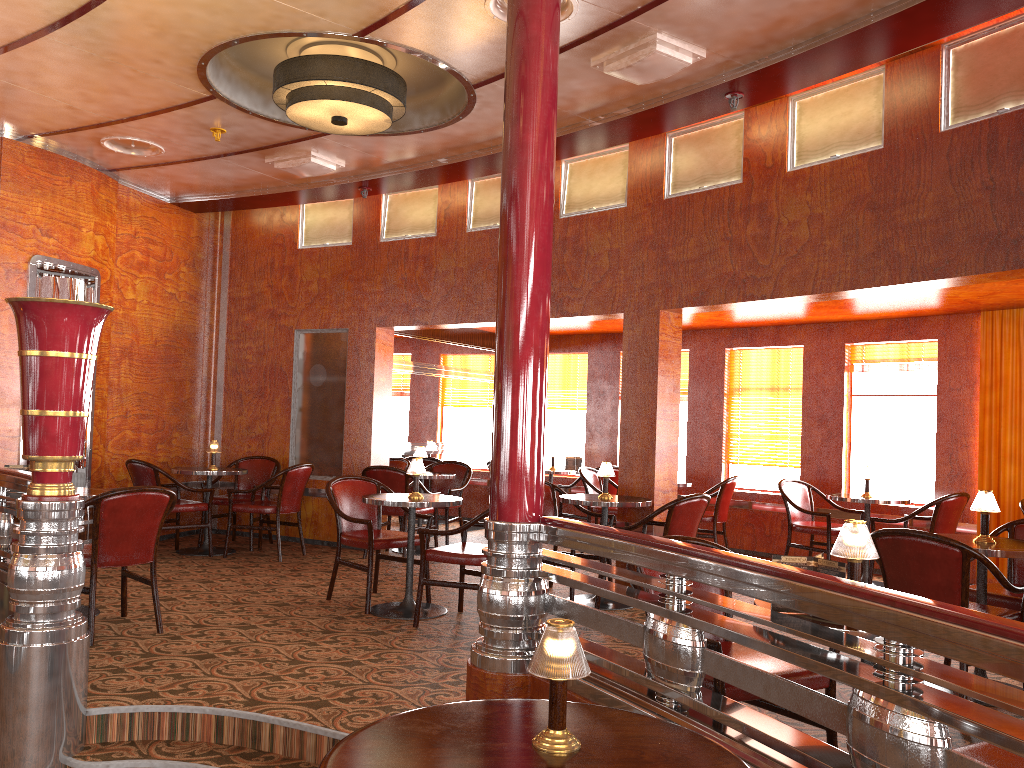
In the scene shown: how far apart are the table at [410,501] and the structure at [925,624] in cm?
208

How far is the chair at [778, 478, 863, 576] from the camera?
7.3 meters

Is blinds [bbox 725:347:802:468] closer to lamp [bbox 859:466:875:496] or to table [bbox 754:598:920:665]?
lamp [bbox 859:466:875:496]

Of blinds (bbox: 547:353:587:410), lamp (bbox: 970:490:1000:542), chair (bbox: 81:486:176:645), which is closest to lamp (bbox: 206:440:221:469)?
chair (bbox: 81:486:176:645)

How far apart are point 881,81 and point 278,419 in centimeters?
604cm

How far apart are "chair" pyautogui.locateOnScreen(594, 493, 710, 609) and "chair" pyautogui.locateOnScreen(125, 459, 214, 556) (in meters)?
3.72

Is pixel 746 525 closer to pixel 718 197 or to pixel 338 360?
pixel 718 197

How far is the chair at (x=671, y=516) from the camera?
5.45m

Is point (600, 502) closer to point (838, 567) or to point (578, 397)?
point (838, 567)

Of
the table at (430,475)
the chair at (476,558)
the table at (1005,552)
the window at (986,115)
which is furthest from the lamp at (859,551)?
the table at (430,475)
